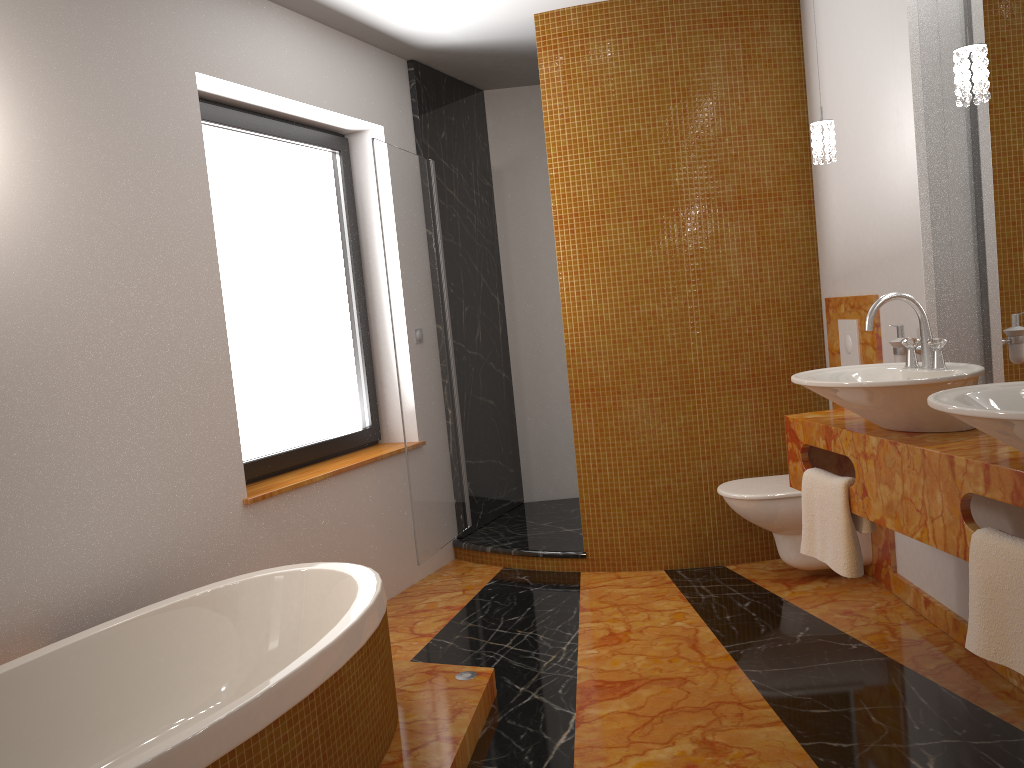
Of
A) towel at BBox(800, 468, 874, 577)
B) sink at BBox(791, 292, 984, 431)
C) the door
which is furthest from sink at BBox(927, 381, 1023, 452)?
the door

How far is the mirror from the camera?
2.54m

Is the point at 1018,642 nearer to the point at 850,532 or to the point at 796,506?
the point at 850,532

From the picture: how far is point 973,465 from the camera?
1.9 meters

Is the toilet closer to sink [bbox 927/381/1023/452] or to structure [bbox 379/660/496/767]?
structure [bbox 379/660/496/767]

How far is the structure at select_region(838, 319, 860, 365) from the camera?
3.51m

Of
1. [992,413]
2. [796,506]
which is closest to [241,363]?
[796,506]

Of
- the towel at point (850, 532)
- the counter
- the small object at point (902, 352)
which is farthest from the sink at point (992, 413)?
the small object at point (902, 352)

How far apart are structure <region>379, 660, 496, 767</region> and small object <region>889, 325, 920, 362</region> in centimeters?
169cm

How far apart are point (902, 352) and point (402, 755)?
Answer: 2.0 meters
